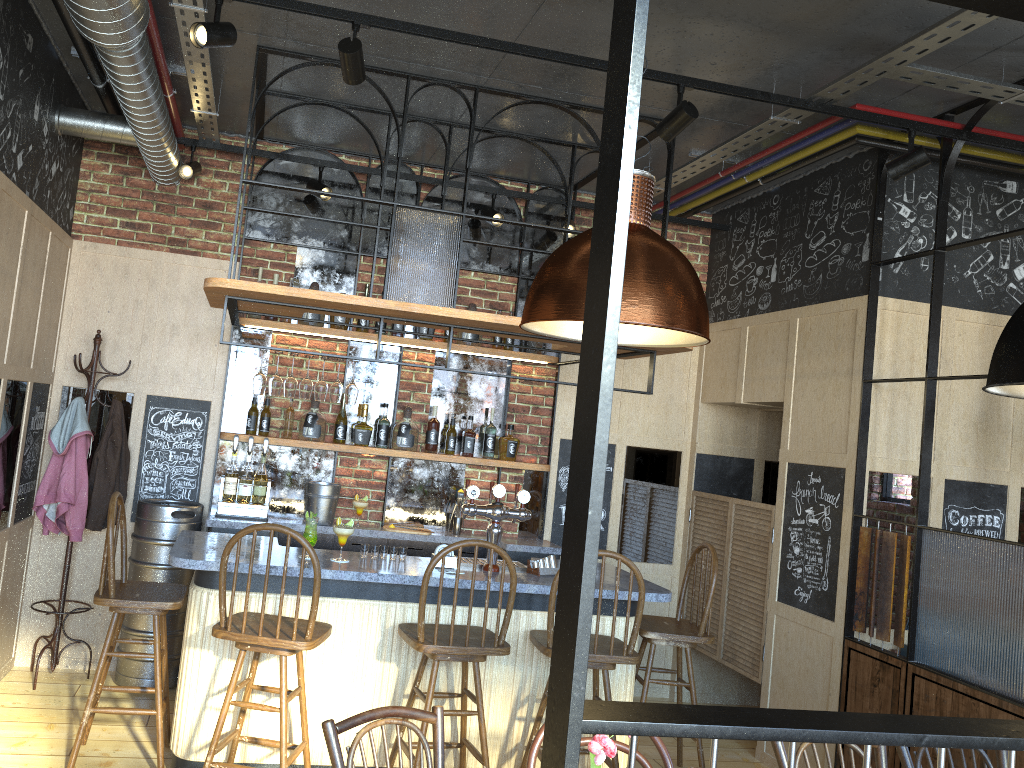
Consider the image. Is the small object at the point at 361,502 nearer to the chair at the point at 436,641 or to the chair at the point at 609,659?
the chair at the point at 436,641

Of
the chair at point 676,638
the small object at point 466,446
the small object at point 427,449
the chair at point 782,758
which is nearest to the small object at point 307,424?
the small object at point 427,449

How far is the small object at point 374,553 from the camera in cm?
423

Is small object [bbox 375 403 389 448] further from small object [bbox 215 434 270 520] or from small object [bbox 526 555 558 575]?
small object [bbox 526 555 558 575]

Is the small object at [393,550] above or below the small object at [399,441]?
below

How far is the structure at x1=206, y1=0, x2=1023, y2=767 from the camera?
0.7 meters

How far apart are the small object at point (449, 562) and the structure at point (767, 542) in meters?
2.0

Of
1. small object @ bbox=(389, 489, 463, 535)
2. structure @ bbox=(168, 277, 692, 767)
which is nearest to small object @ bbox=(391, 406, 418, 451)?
small object @ bbox=(389, 489, 463, 535)

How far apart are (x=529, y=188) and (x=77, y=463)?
3.2 meters

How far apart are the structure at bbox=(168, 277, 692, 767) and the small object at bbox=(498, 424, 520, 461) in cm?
52
